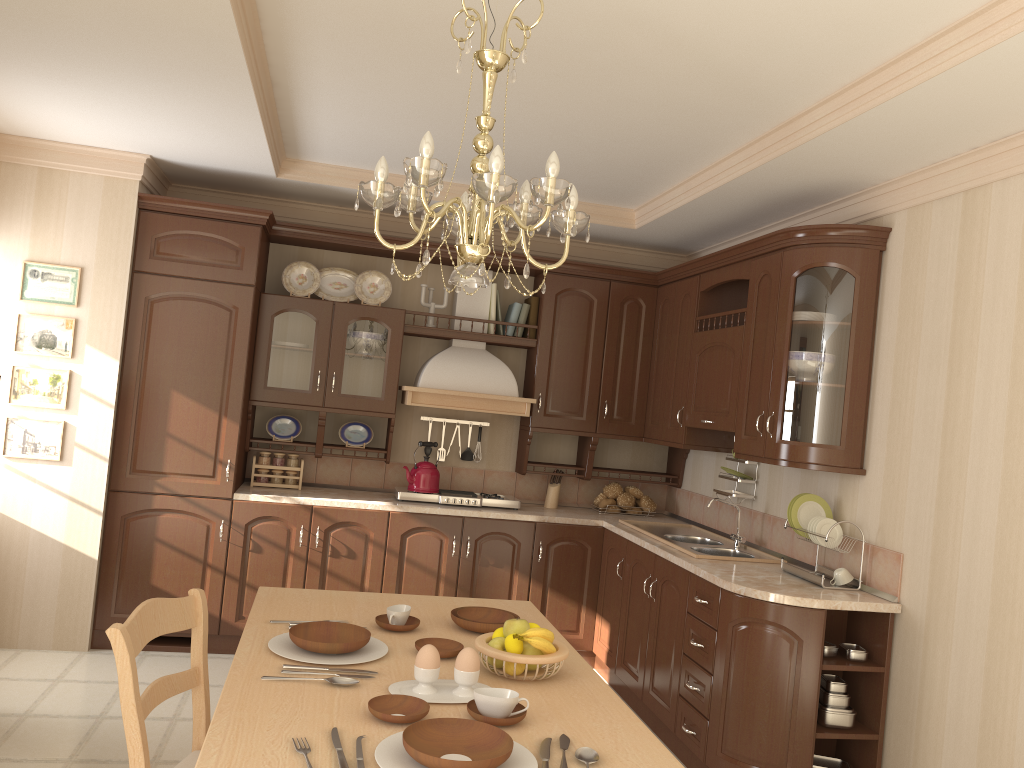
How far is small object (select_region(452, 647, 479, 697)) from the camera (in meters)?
1.98

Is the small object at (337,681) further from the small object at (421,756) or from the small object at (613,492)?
the small object at (613,492)

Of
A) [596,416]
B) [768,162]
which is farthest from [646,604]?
[768,162]

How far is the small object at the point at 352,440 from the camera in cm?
516

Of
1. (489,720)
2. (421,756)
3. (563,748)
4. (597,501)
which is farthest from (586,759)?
(597,501)

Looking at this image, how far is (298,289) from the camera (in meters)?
5.04

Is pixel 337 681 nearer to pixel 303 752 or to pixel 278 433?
pixel 303 752

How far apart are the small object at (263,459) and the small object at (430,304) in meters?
1.2 m

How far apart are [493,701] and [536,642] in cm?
29

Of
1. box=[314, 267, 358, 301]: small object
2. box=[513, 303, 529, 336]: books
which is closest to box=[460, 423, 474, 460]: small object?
box=[513, 303, 529, 336]: books
